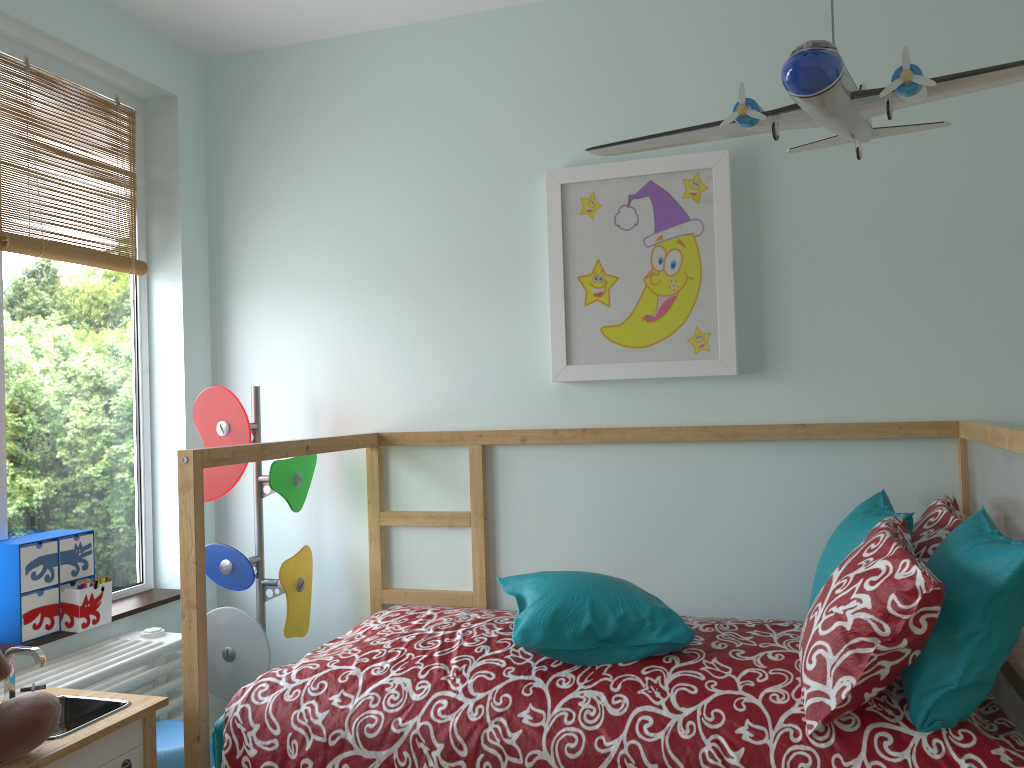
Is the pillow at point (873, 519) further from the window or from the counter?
the window

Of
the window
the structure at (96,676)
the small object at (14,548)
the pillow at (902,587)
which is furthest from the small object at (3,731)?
the pillow at (902,587)

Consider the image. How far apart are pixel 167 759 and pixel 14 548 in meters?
0.6 m

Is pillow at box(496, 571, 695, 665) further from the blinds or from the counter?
the blinds

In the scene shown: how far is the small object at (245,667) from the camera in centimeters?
246cm

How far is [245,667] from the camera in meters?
2.5

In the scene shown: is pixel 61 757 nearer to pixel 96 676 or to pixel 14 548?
pixel 96 676

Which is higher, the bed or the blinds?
the blinds

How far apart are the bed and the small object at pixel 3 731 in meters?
0.3 m

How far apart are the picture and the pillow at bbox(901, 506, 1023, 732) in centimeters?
71cm
